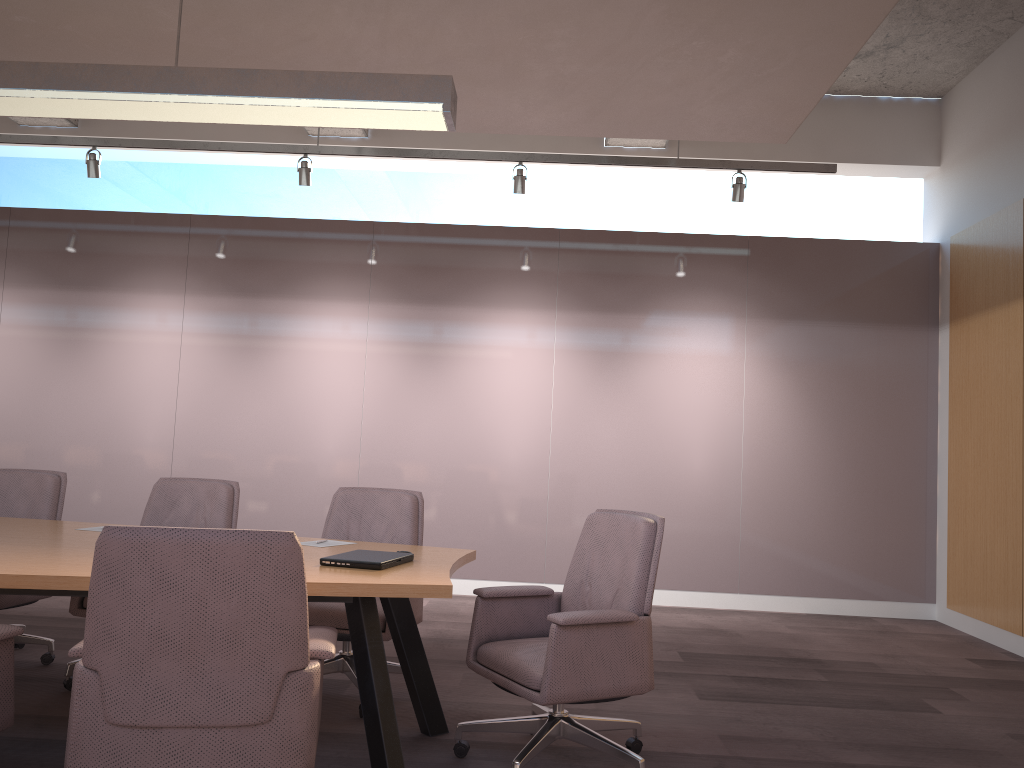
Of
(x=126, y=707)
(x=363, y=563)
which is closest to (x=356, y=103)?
(x=363, y=563)

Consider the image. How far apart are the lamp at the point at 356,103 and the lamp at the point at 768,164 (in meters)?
2.71

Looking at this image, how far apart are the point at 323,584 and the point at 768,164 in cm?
461

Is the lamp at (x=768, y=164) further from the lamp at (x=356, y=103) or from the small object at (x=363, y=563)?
the small object at (x=363, y=563)

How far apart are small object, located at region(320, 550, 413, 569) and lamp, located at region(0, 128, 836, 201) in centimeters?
348cm

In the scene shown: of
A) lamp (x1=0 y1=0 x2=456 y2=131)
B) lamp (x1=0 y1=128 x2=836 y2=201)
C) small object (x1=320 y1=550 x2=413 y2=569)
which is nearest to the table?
small object (x1=320 y1=550 x2=413 y2=569)

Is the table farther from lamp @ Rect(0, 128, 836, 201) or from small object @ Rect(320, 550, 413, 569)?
lamp @ Rect(0, 128, 836, 201)

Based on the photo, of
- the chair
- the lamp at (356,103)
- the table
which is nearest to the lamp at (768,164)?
the chair

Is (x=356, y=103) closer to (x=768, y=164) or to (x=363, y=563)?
(x=363, y=563)

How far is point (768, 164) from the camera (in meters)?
6.05
